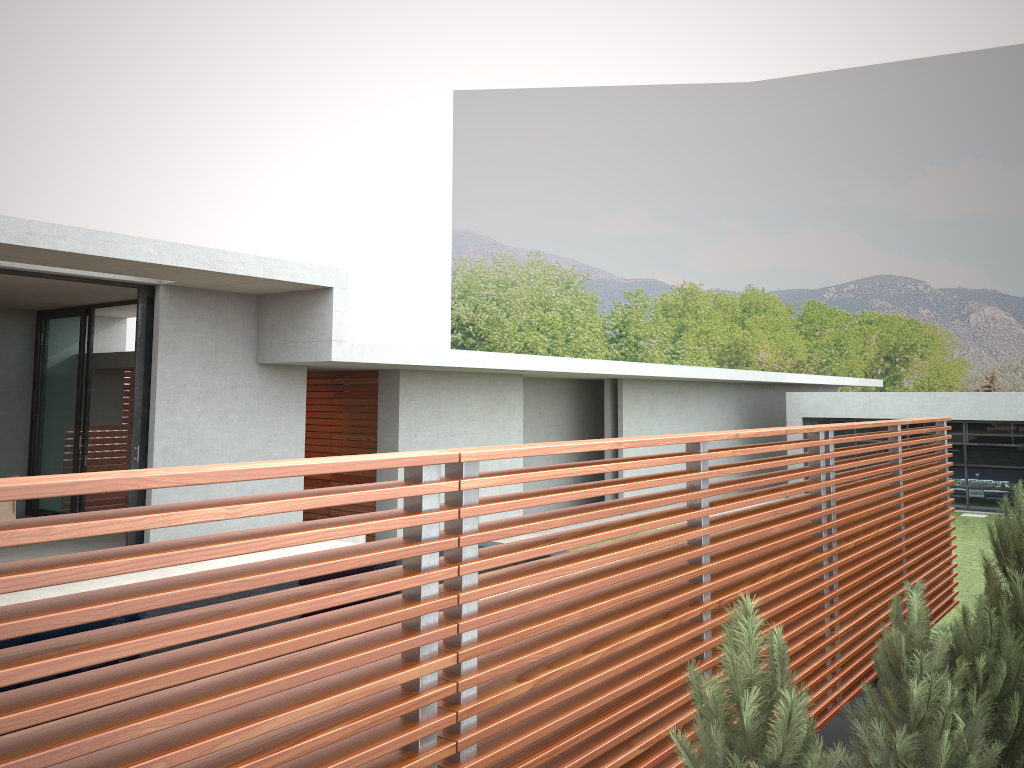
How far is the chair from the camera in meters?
11.1

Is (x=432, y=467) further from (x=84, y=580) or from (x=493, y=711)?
(x=84, y=580)

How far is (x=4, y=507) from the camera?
11.1 meters

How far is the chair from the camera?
11.08m

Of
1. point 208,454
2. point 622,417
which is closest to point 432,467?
point 208,454
